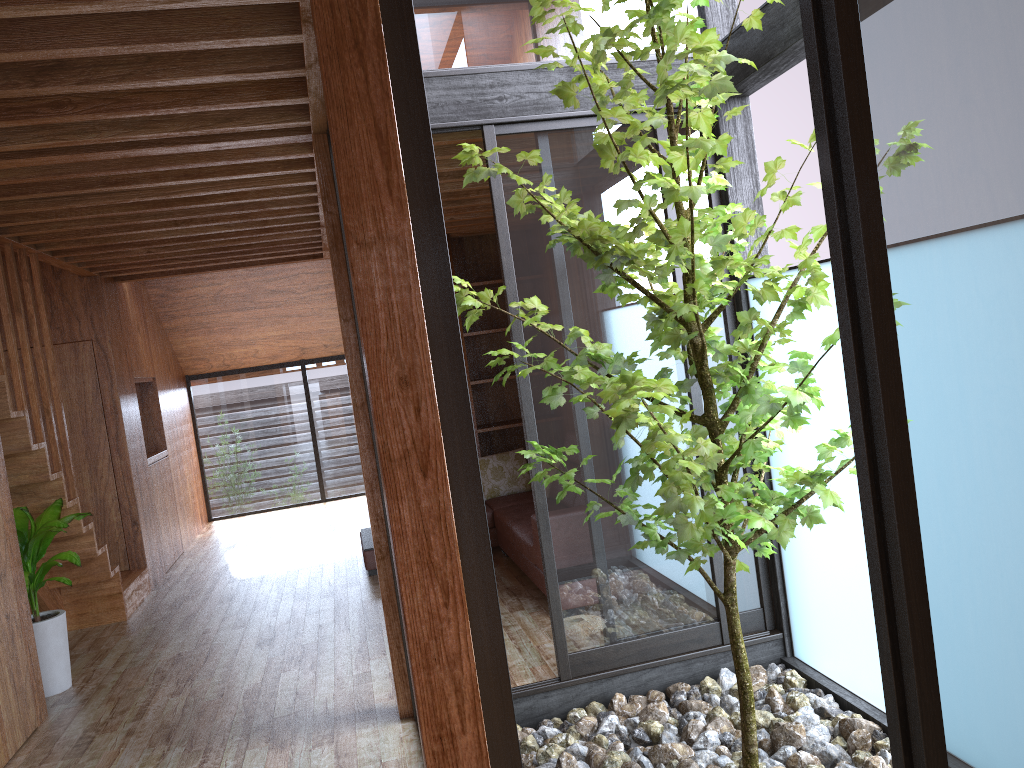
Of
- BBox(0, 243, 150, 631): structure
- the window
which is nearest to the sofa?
the window

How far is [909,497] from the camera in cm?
159

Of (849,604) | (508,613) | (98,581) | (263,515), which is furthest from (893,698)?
(263,515)

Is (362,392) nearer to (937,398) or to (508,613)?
(508,613)

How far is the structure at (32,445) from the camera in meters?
4.5 m

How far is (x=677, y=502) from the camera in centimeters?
238cm

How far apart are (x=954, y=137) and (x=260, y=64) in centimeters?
192cm

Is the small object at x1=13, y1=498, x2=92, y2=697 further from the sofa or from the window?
the window

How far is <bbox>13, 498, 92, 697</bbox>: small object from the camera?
4.4m

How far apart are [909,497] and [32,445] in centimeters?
425cm
